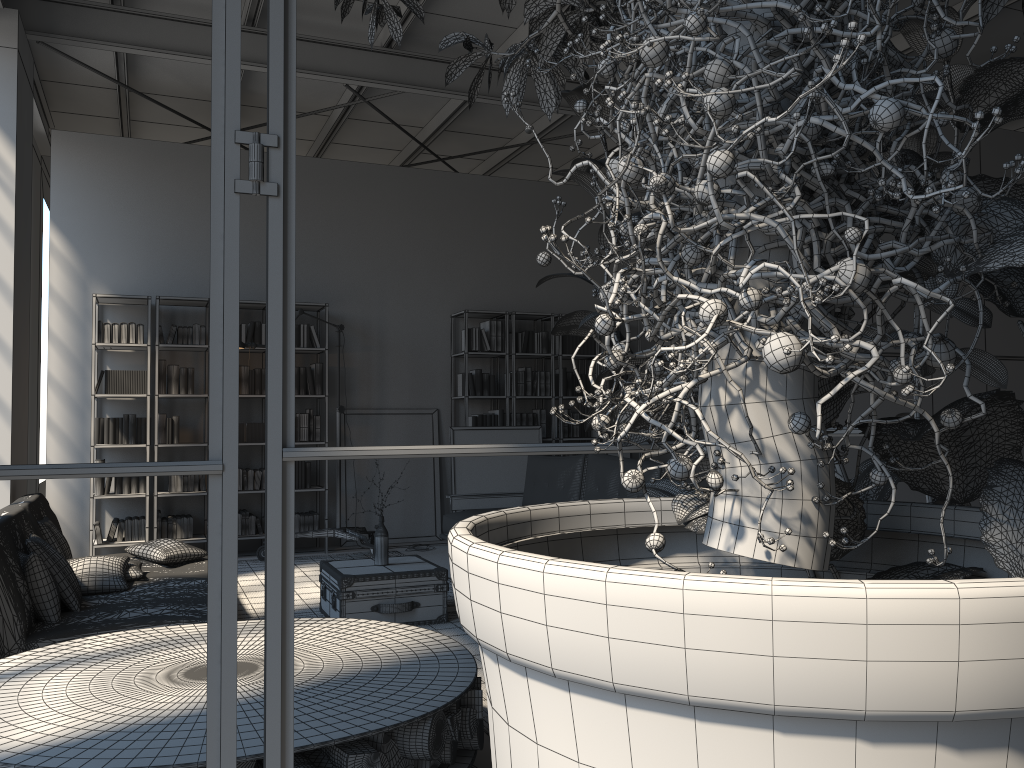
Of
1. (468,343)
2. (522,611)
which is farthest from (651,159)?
(468,343)

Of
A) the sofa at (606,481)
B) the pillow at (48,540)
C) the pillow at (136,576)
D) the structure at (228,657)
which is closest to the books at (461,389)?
the sofa at (606,481)

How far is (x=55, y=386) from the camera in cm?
767

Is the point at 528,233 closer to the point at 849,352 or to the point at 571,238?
the point at 571,238

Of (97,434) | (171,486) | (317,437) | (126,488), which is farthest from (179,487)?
(317,437)

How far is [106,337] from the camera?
7.4 meters

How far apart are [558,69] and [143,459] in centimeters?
725cm

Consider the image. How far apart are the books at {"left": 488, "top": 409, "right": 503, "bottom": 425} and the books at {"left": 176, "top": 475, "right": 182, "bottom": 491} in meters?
3.0

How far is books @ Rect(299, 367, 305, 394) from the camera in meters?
8.1

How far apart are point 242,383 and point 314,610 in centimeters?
298cm
